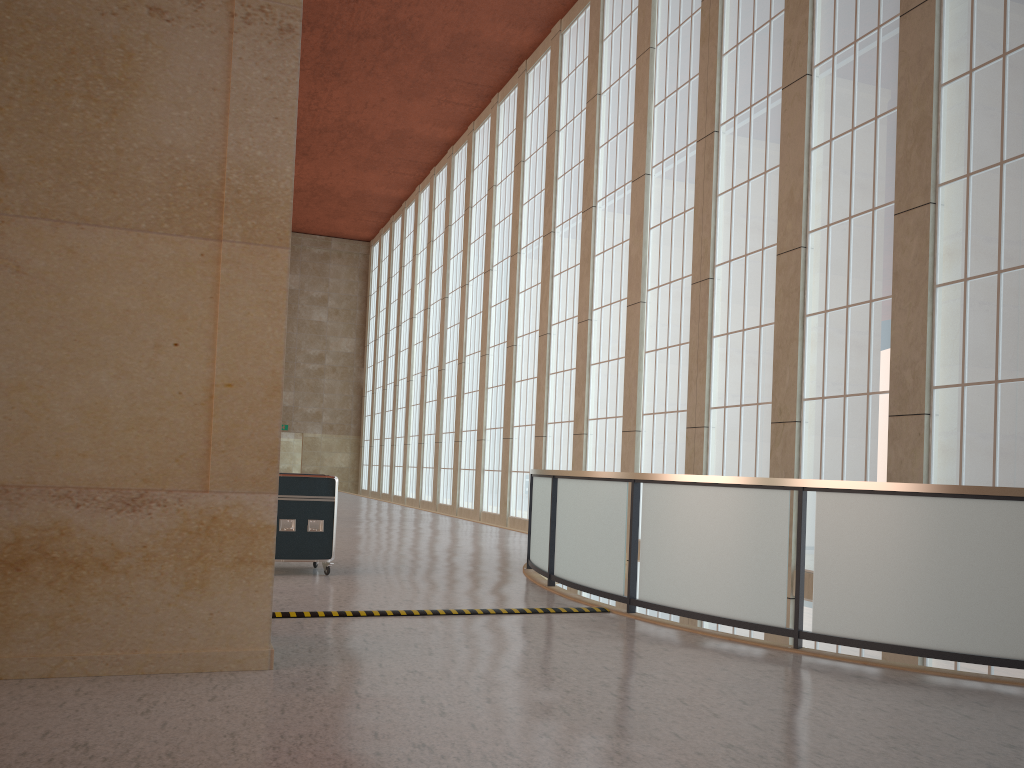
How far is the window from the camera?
13.6 meters

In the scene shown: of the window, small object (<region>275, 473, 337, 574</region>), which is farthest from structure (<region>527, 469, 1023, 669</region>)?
the window

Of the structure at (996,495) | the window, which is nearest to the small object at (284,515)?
the structure at (996,495)

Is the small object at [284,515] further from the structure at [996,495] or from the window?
the window

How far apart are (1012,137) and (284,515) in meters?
12.5

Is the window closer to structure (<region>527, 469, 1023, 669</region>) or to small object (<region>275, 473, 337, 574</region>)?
structure (<region>527, 469, 1023, 669</region>)

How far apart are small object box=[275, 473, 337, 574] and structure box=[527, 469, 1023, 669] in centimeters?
320cm

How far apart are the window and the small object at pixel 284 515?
9.2 meters

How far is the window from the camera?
13.6m

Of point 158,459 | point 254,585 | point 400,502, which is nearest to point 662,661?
point 254,585
